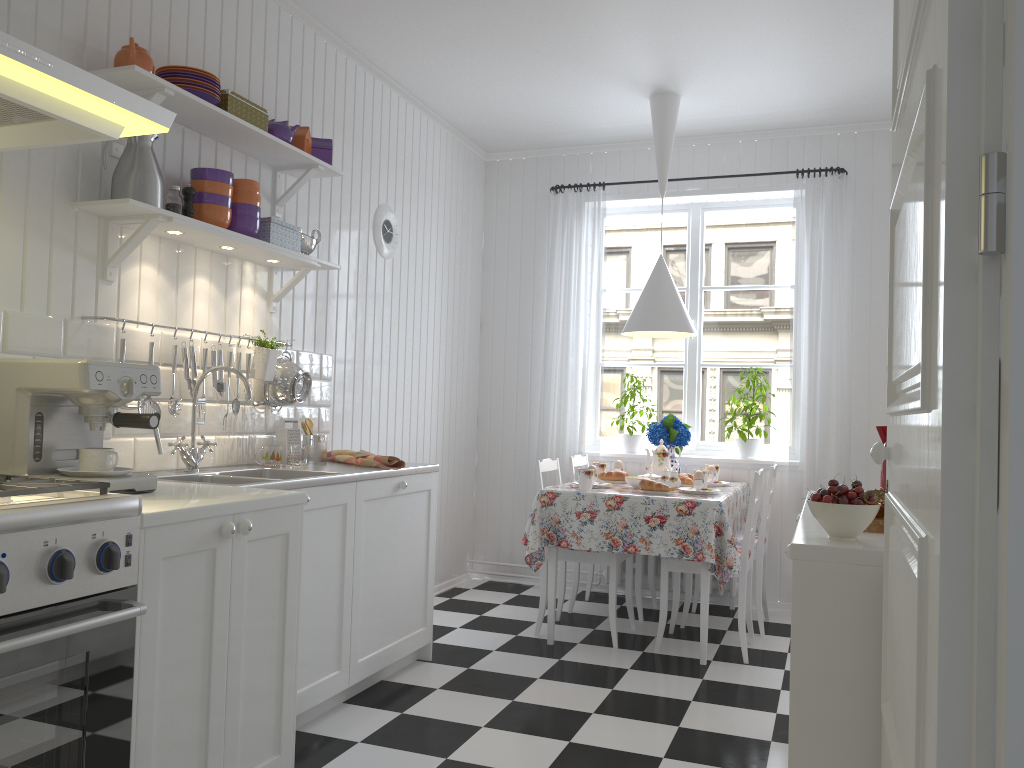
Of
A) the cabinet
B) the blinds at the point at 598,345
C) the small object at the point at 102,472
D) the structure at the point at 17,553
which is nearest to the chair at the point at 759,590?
the blinds at the point at 598,345

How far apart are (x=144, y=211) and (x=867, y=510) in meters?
2.1 m

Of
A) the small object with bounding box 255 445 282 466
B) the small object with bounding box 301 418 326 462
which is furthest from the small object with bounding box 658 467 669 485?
the small object with bounding box 255 445 282 466

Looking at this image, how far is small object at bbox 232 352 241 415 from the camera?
3.19m

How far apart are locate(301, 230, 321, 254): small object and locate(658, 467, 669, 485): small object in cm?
199

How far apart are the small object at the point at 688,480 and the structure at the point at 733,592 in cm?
77

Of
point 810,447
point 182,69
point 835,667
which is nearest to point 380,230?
point 182,69

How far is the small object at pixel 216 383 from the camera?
3.1m

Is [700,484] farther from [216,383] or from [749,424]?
[216,383]

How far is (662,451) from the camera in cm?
464
